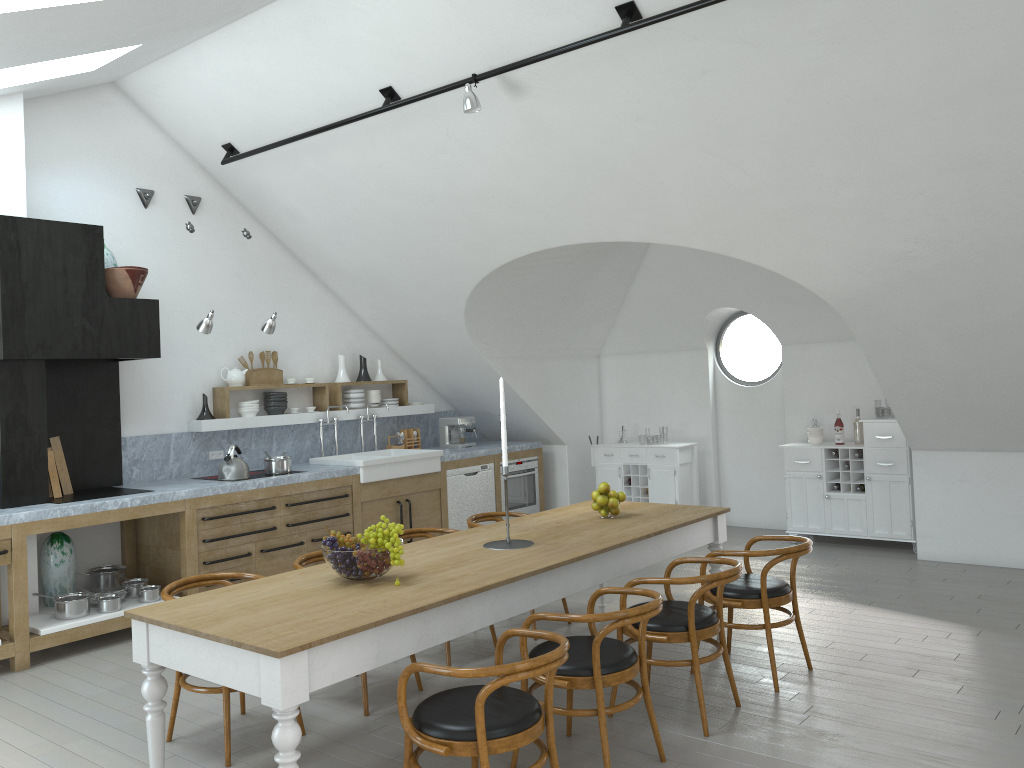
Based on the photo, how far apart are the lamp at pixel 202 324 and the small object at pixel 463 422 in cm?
317

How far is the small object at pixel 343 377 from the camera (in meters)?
8.51

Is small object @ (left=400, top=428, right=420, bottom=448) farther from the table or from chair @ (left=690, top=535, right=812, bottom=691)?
chair @ (left=690, top=535, right=812, bottom=691)

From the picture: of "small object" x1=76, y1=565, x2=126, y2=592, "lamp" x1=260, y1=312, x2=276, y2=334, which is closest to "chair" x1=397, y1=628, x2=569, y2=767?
"small object" x1=76, y1=565, x2=126, y2=592

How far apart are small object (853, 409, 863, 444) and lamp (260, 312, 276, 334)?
5.23m

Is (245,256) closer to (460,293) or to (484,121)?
(460,293)

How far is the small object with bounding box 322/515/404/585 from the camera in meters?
3.8

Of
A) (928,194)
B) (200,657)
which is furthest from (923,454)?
(200,657)

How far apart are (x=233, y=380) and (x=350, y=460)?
1.21m

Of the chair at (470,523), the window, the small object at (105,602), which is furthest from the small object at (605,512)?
the window
